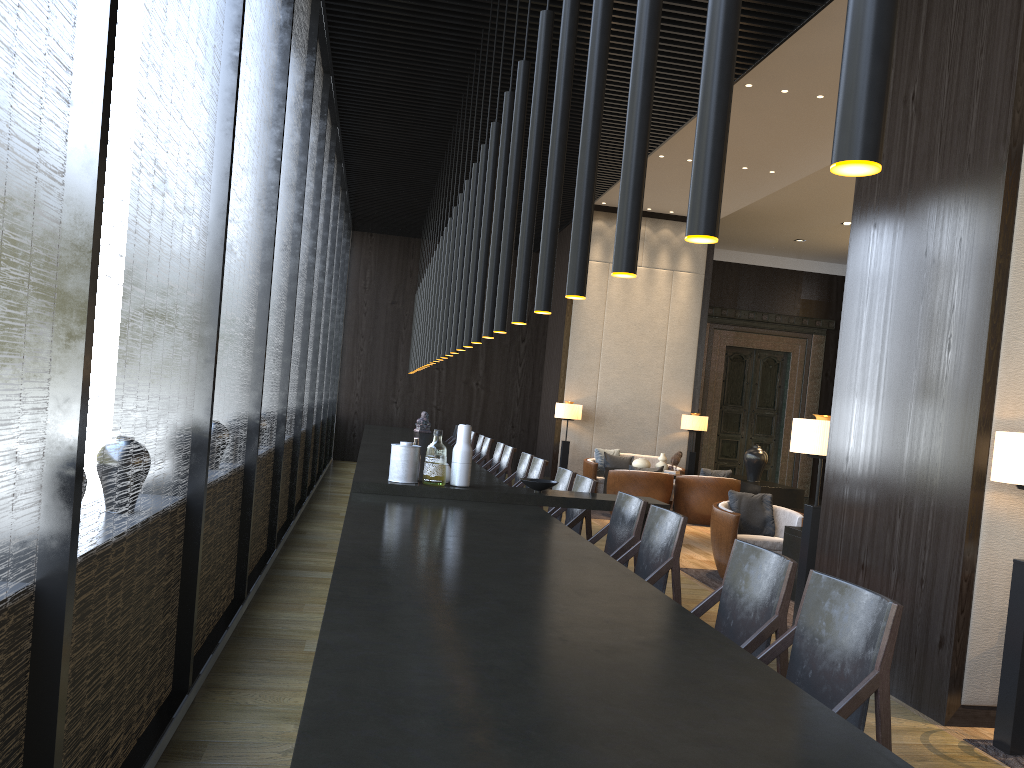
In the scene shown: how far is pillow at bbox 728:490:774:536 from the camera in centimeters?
727cm

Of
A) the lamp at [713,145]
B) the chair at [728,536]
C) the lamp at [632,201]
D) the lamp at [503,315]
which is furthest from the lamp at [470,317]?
the lamp at [713,145]

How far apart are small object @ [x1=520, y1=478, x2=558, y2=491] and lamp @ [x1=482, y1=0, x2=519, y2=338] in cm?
88

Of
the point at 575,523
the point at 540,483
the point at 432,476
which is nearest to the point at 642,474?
the point at 575,523

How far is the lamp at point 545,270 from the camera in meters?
3.1 m

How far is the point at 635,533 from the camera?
4.4m

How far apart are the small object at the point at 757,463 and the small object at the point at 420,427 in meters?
4.6

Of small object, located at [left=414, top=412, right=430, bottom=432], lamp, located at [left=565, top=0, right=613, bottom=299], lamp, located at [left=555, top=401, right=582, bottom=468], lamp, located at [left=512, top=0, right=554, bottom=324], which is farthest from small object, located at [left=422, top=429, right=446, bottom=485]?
small object, located at [left=414, top=412, right=430, bottom=432]

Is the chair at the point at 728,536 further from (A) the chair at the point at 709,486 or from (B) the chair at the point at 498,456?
(A) the chair at the point at 709,486

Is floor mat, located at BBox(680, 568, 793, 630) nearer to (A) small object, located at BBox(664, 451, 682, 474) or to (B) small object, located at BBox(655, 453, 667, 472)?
(A) small object, located at BBox(664, 451, 682, 474)
